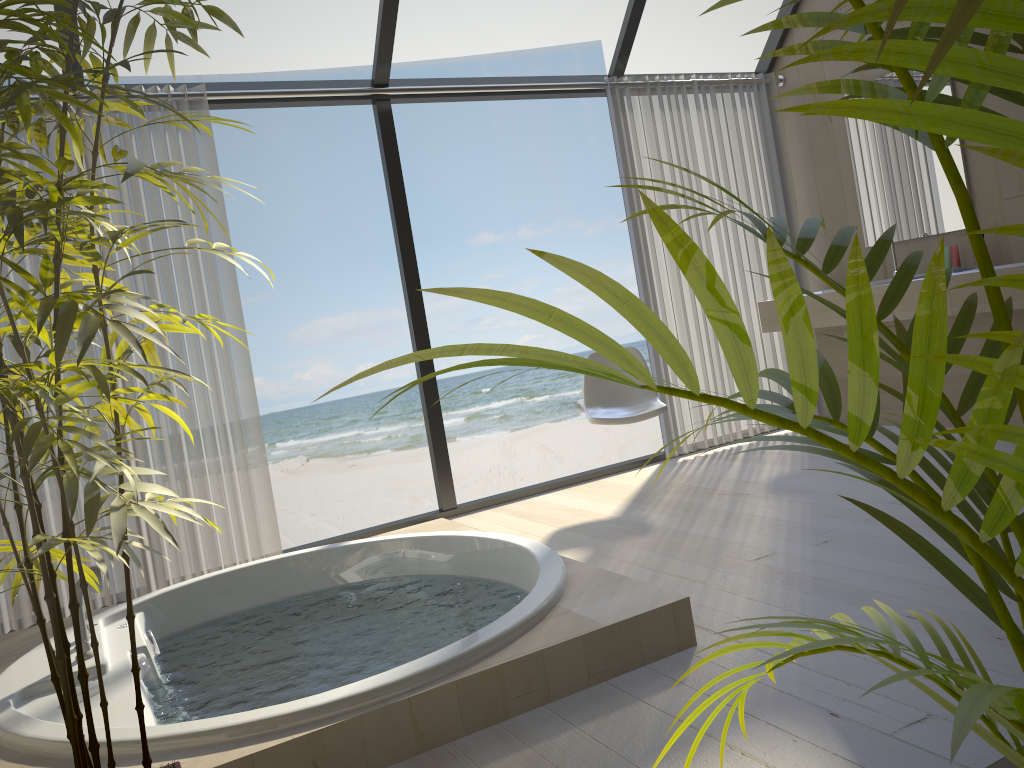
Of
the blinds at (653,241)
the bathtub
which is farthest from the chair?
the bathtub

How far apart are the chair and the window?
0.5m

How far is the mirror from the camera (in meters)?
4.43

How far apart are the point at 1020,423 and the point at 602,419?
1.98m

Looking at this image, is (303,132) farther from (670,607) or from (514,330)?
(670,607)

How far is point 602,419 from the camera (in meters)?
4.04

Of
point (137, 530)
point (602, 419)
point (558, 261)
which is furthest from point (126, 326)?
point (602, 419)

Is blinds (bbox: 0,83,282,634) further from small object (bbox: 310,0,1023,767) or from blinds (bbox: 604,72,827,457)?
small object (bbox: 310,0,1023,767)

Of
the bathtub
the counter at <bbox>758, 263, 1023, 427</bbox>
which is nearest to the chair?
the bathtub

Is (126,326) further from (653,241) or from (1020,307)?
(653,241)
